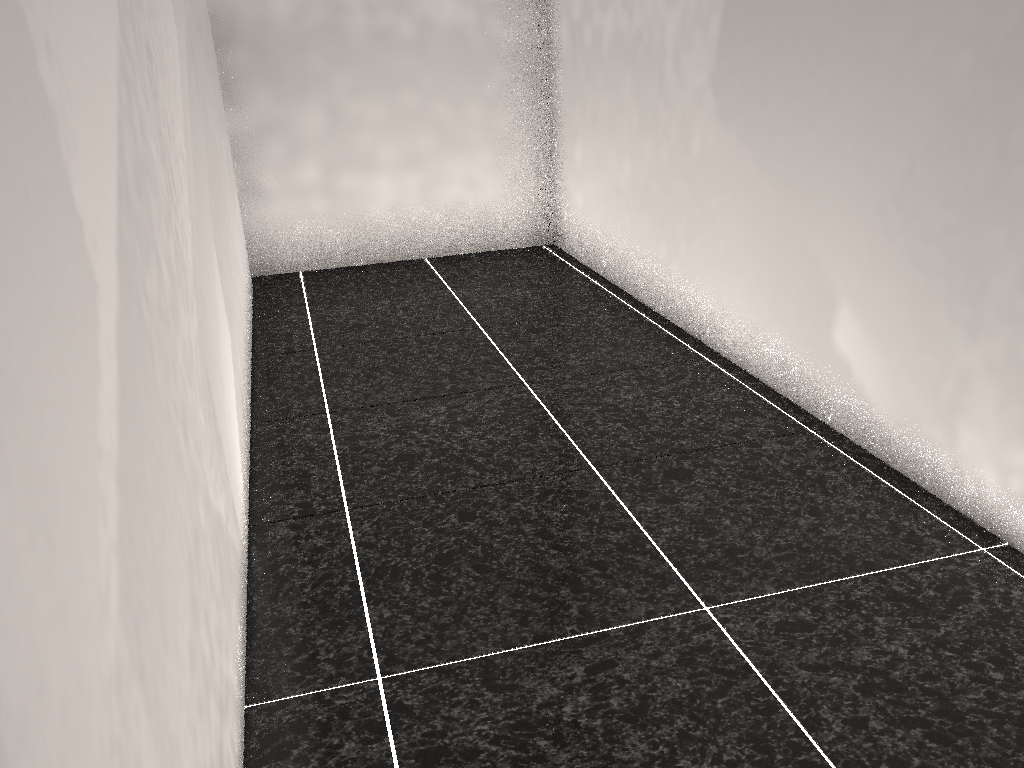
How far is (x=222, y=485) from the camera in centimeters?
156cm
